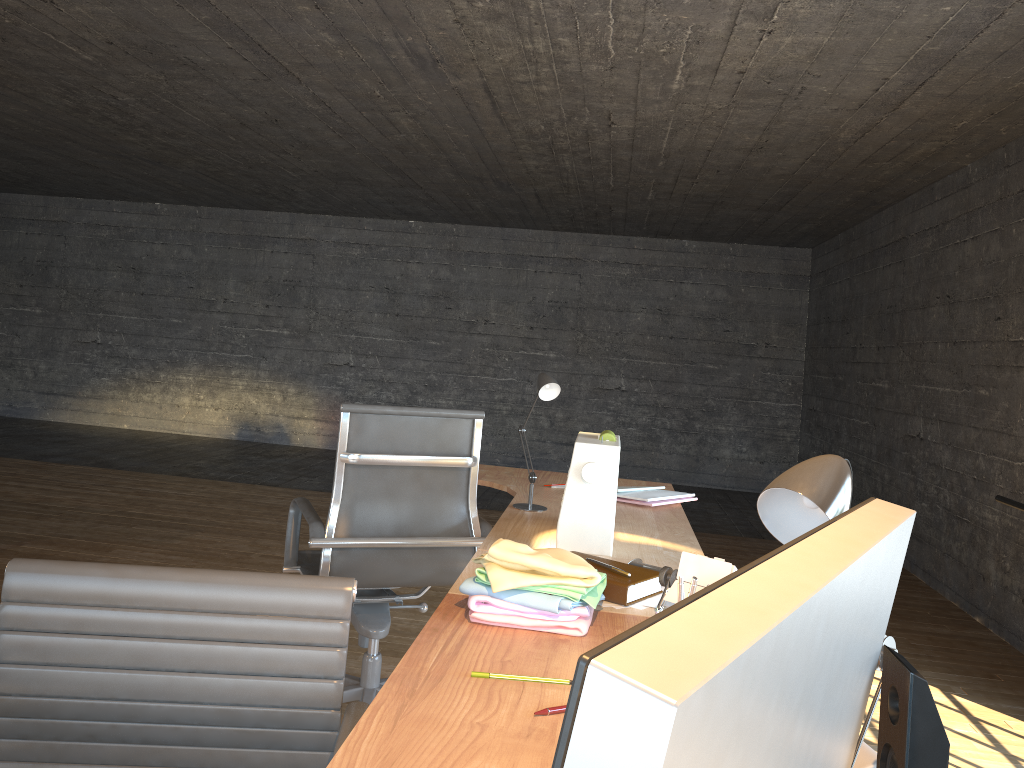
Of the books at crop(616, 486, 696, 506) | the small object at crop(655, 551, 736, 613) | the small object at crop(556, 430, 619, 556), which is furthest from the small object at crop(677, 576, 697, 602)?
the books at crop(616, 486, 696, 506)

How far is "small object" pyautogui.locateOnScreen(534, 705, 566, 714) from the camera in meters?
1.2

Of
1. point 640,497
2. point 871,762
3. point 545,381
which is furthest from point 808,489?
point 640,497

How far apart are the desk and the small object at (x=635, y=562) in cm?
8

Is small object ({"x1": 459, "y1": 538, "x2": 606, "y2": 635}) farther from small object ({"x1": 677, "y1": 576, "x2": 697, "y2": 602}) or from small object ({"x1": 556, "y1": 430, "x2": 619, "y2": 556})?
small object ({"x1": 556, "y1": 430, "x2": 619, "y2": 556})

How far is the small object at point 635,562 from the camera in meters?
2.0

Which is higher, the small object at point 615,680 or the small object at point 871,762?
the small object at point 615,680

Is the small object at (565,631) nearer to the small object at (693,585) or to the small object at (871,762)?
the small object at (693,585)

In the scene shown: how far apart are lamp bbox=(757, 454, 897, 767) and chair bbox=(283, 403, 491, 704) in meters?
1.9

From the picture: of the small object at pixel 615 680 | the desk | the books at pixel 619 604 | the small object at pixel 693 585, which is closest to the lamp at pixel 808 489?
the small object at pixel 615 680
